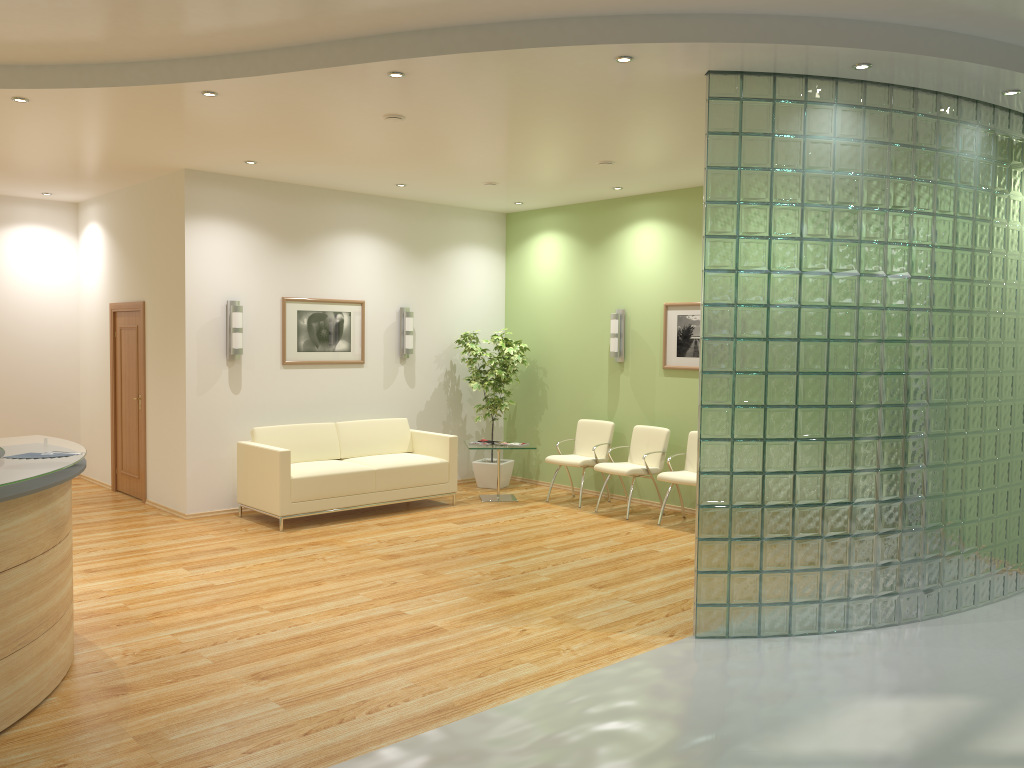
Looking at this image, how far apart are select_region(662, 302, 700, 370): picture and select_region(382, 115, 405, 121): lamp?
4.0 meters

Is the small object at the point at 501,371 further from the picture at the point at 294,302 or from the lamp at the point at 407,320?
the picture at the point at 294,302

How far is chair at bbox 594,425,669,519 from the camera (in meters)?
8.89

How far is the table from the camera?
9.78m

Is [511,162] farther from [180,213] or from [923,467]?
[923,467]

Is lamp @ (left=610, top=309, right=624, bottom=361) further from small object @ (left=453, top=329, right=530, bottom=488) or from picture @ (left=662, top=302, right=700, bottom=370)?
small object @ (left=453, top=329, right=530, bottom=488)

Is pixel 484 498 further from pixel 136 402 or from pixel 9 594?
pixel 9 594

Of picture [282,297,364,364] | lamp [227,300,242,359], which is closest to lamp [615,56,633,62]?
→ lamp [227,300,242,359]

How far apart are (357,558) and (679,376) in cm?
395

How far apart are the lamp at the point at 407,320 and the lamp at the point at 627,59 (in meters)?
5.50
